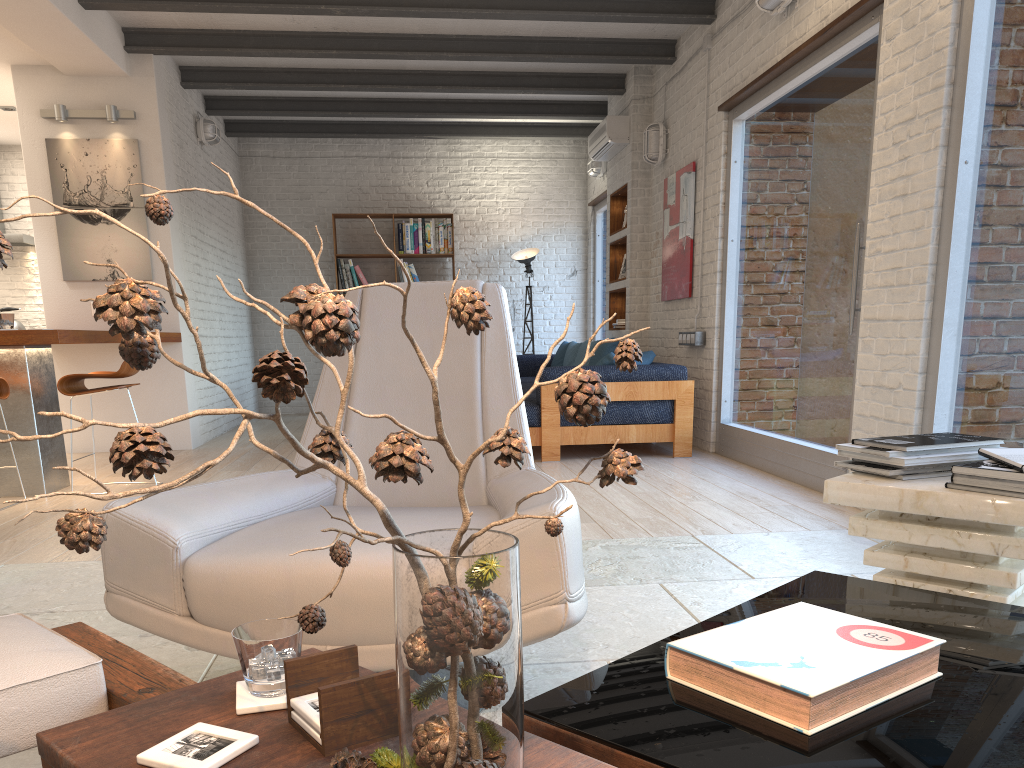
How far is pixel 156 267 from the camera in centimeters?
695cm

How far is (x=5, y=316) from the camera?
4.90m

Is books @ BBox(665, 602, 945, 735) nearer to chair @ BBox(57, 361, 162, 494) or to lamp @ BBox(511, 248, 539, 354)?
chair @ BBox(57, 361, 162, 494)

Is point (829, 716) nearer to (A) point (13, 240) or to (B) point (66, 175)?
(B) point (66, 175)

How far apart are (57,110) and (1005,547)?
7.00m

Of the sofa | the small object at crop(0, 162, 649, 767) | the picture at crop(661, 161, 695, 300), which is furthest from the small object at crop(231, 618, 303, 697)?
the picture at crop(661, 161, 695, 300)

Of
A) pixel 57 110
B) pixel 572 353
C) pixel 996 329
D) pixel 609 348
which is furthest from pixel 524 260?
pixel 996 329

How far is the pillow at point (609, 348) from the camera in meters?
7.2 m

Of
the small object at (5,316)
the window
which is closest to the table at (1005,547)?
the window

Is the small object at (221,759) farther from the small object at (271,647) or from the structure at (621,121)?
the structure at (621,121)
